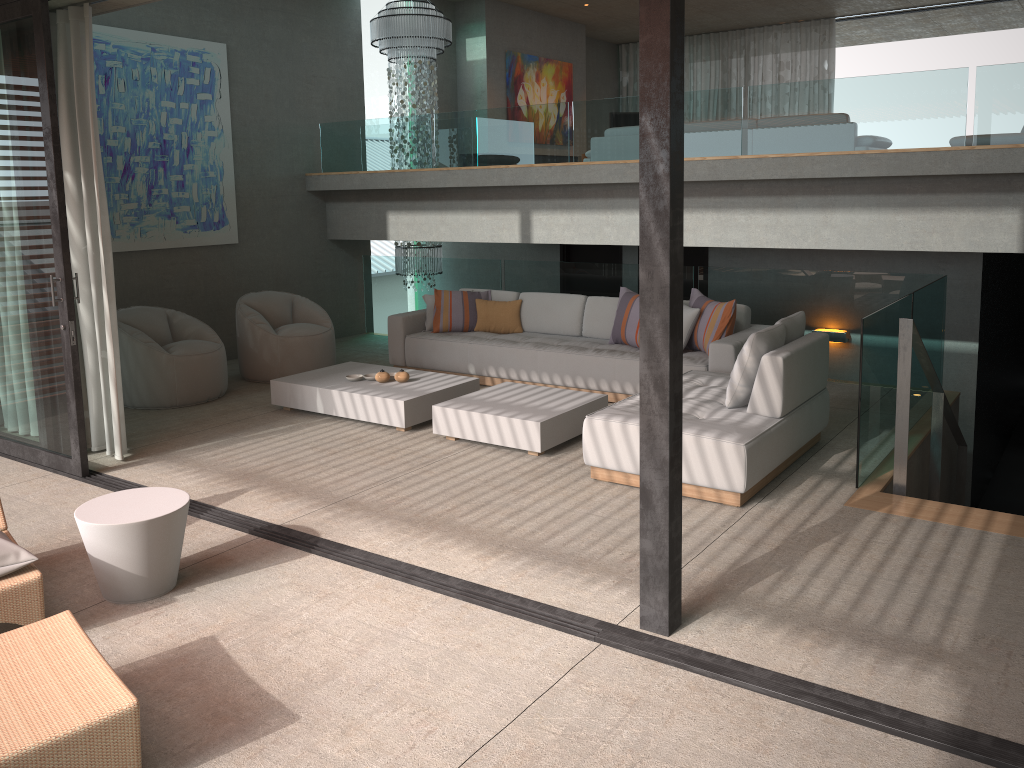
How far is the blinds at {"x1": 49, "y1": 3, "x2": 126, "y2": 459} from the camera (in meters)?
5.51

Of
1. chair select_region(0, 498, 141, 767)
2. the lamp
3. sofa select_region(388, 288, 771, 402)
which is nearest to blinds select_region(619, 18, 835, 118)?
the lamp

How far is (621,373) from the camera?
7.0m

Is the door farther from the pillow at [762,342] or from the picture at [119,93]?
the pillow at [762,342]

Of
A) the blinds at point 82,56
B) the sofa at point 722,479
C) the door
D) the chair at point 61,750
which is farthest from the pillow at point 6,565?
the door

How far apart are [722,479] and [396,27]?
7.5 meters

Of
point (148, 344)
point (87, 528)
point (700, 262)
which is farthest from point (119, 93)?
point (700, 262)

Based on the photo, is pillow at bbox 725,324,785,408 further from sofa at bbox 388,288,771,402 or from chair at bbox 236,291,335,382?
chair at bbox 236,291,335,382

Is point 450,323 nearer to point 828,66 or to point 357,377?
point 357,377

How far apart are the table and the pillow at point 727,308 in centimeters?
420cm
